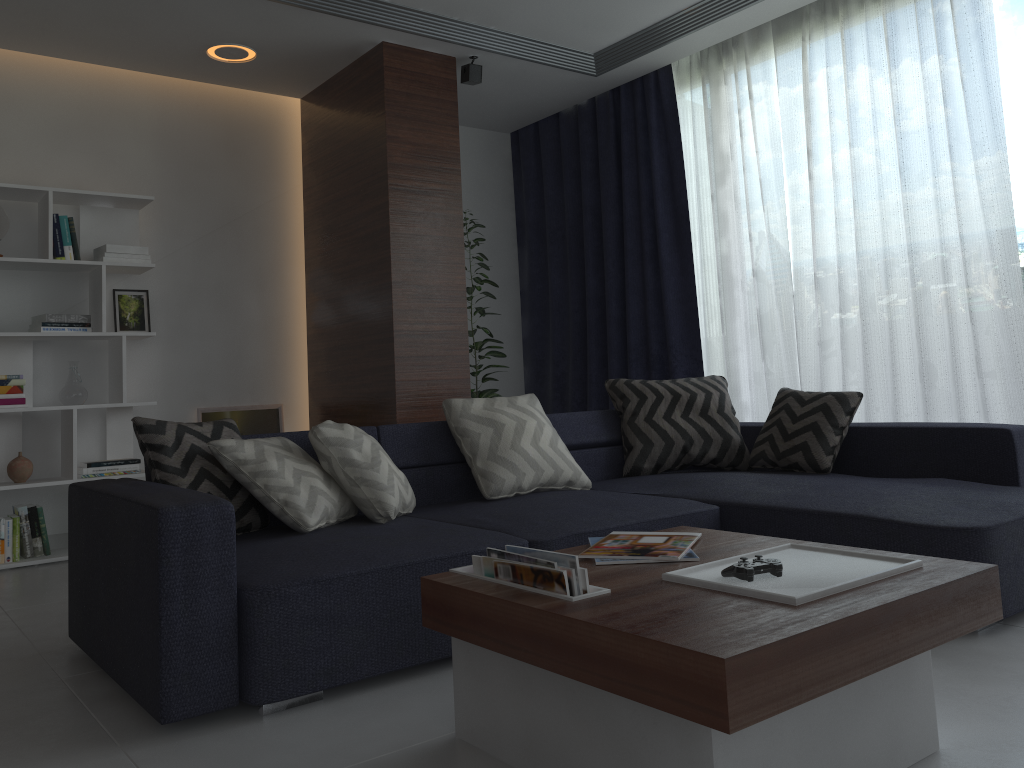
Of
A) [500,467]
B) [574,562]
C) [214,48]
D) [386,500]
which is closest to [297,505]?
[386,500]

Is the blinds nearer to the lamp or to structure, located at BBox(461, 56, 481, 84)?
structure, located at BBox(461, 56, 481, 84)

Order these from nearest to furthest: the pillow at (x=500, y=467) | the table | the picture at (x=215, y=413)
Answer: the table → the pillow at (x=500, y=467) → the picture at (x=215, y=413)

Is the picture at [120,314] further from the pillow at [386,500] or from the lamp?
the pillow at [386,500]

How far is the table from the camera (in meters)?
1.32

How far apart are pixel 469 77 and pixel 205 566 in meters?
3.4 m

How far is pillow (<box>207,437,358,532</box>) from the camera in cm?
264

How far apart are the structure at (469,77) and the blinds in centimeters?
102cm

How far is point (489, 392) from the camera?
5.3 meters

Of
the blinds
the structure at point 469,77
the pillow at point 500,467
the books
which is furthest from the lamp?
the books
